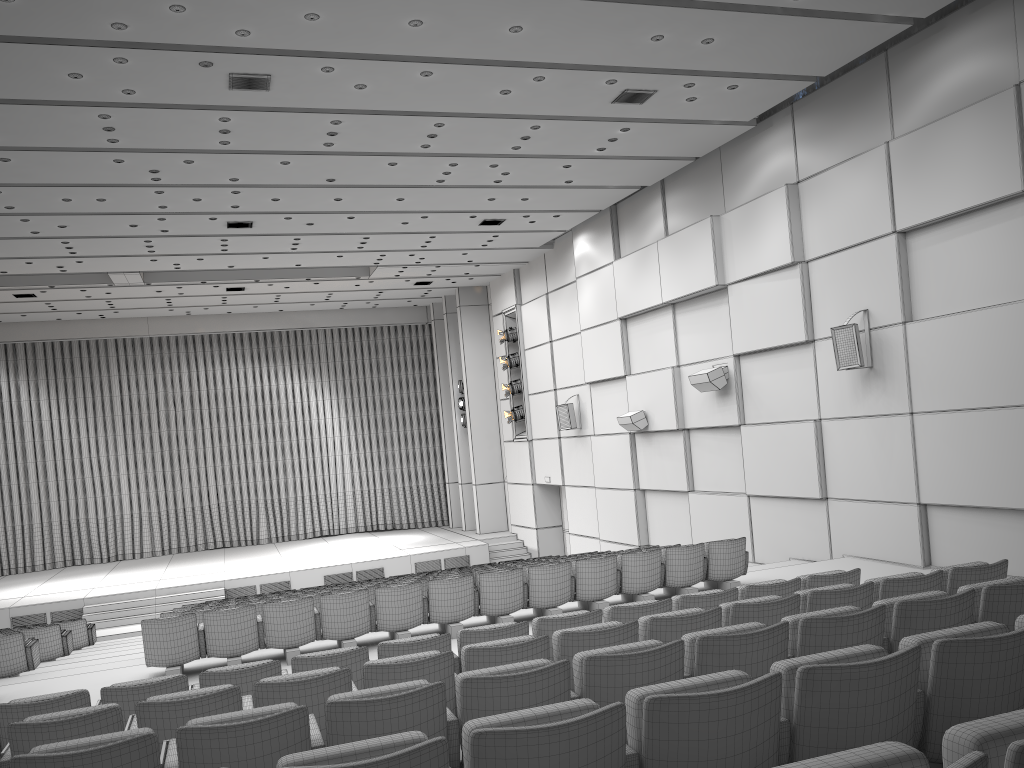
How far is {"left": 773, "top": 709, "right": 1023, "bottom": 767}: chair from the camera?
1.67m

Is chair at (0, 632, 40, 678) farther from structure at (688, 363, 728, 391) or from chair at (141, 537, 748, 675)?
structure at (688, 363, 728, 391)

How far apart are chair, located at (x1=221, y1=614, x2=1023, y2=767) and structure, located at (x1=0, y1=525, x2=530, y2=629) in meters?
17.1 m

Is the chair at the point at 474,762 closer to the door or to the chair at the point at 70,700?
the chair at the point at 70,700

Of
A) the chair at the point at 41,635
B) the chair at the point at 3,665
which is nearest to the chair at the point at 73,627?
the chair at the point at 41,635

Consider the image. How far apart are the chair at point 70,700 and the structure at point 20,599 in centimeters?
1349cm

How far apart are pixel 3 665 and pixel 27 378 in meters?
16.8 m

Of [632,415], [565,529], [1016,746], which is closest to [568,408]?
[632,415]

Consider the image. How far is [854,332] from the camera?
10.93m

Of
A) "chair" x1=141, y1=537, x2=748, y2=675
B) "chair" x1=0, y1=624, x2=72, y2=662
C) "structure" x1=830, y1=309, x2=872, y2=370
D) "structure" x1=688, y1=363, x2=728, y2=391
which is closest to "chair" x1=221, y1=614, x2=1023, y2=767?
"chair" x1=141, y1=537, x2=748, y2=675
